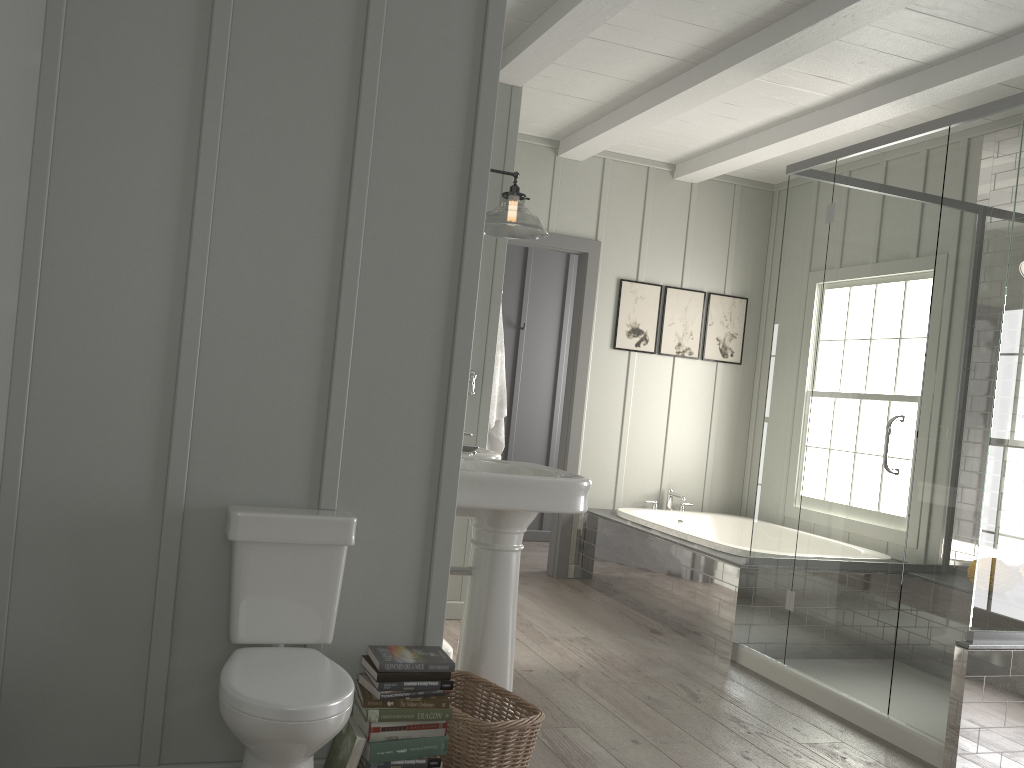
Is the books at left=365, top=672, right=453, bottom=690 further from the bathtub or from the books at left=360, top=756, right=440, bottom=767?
the bathtub

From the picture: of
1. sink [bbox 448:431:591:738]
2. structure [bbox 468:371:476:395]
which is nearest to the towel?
structure [bbox 468:371:476:395]

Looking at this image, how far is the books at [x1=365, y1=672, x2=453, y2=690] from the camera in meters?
2.3 m

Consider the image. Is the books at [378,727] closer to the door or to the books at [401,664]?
the books at [401,664]

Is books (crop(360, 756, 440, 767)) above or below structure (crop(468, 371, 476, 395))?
below

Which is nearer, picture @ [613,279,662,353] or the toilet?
the toilet

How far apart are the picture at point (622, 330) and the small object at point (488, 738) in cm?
327

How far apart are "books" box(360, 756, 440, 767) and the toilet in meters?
0.3

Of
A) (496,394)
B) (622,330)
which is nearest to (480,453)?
(496,394)

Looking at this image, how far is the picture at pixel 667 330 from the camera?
6.0 meters
